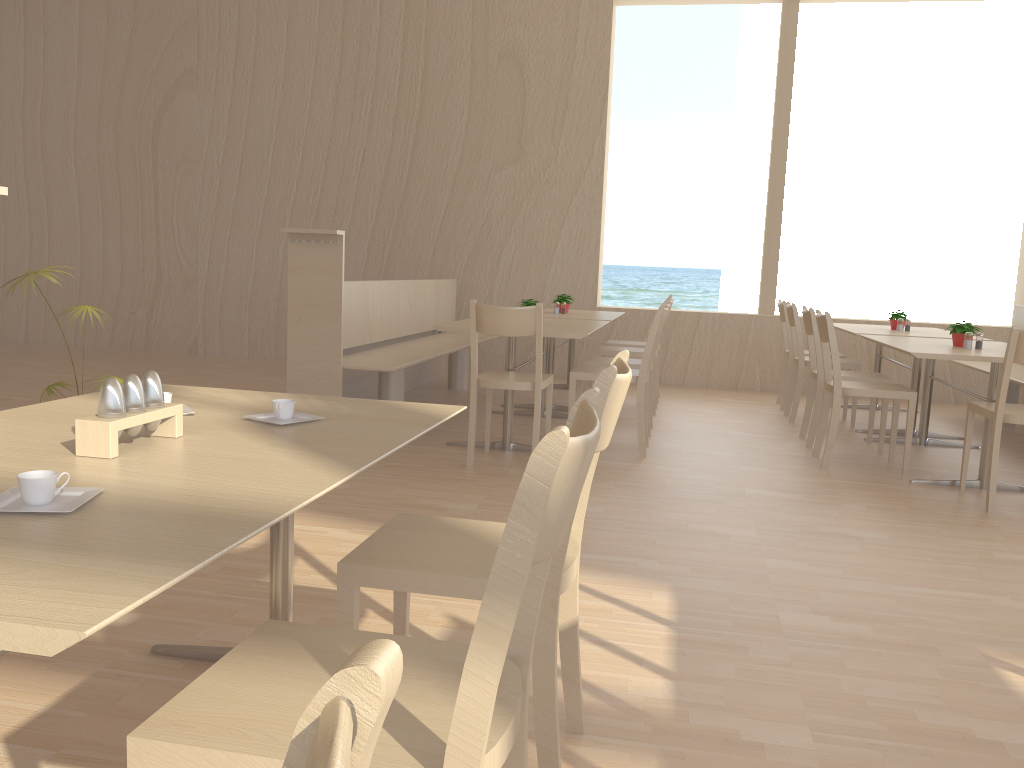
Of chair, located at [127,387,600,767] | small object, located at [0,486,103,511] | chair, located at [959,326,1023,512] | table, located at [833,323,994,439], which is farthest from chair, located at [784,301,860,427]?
small object, located at [0,486,103,511]

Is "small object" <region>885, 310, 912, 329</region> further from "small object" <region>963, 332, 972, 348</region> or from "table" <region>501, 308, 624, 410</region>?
"table" <region>501, 308, 624, 410</region>

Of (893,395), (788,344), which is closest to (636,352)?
(788,344)

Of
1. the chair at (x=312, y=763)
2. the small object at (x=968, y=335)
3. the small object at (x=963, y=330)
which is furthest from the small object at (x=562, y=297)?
the chair at (x=312, y=763)

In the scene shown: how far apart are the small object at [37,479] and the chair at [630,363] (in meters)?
4.20

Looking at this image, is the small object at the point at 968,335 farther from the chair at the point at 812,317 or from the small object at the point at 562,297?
the small object at the point at 562,297

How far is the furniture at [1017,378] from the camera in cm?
542

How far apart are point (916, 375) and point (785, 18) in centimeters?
335cm

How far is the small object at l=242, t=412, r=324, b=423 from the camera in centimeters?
172cm

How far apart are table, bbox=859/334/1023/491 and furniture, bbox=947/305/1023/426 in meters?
0.5 m
